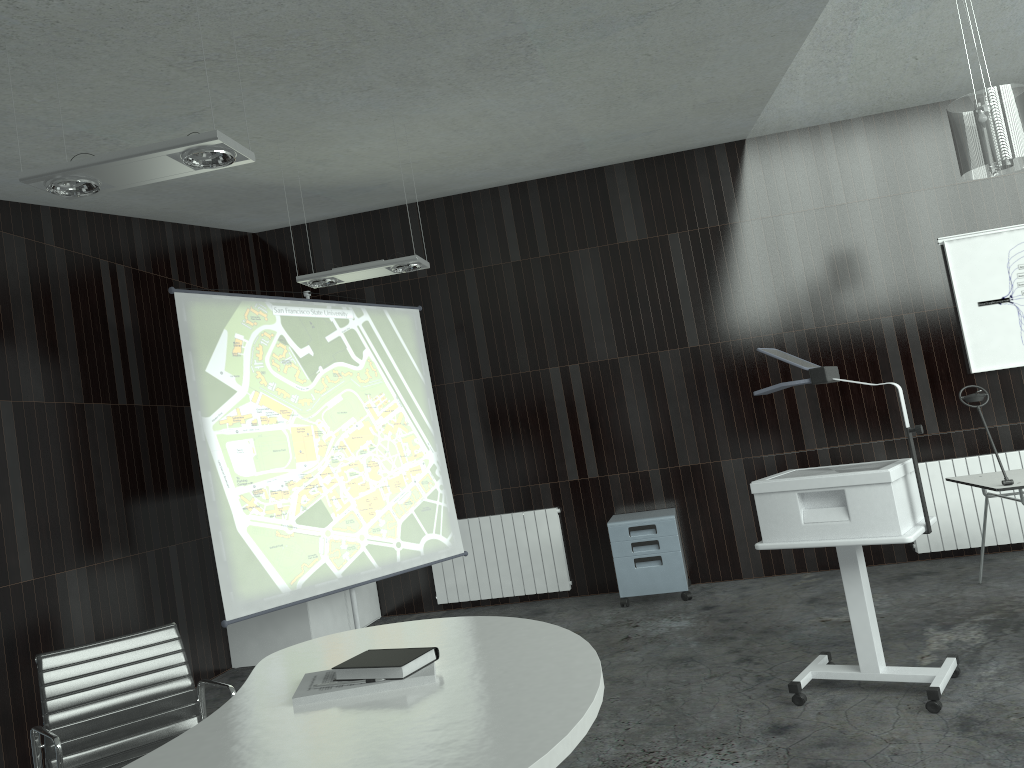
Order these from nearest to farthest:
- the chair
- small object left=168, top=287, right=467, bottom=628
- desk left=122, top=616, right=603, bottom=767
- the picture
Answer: desk left=122, top=616, right=603, bottom=767
the chair
small object left=168, top=287, right=467, bottom=628
the picture

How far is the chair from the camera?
2.9m

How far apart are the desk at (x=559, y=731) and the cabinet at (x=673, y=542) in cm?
372

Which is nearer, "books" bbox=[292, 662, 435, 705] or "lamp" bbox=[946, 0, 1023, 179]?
"books" bbox=[292, 662, 435, 705]

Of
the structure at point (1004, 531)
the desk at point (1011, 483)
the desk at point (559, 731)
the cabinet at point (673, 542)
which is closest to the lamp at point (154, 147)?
the desk at point (559, 731)

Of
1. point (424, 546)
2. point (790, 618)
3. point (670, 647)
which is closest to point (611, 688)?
point (670, 647)

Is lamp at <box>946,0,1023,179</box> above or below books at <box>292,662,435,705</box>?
above

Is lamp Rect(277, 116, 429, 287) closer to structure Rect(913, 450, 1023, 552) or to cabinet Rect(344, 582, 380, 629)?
cabinet Rect(344, 582, 380, 629)

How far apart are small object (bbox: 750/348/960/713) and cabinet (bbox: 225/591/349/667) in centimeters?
328cm

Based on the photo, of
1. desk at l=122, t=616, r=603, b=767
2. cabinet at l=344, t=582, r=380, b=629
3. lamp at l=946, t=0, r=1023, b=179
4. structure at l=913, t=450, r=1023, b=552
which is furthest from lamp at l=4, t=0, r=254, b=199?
structure at l=913, t=450, r=1023, b=552
